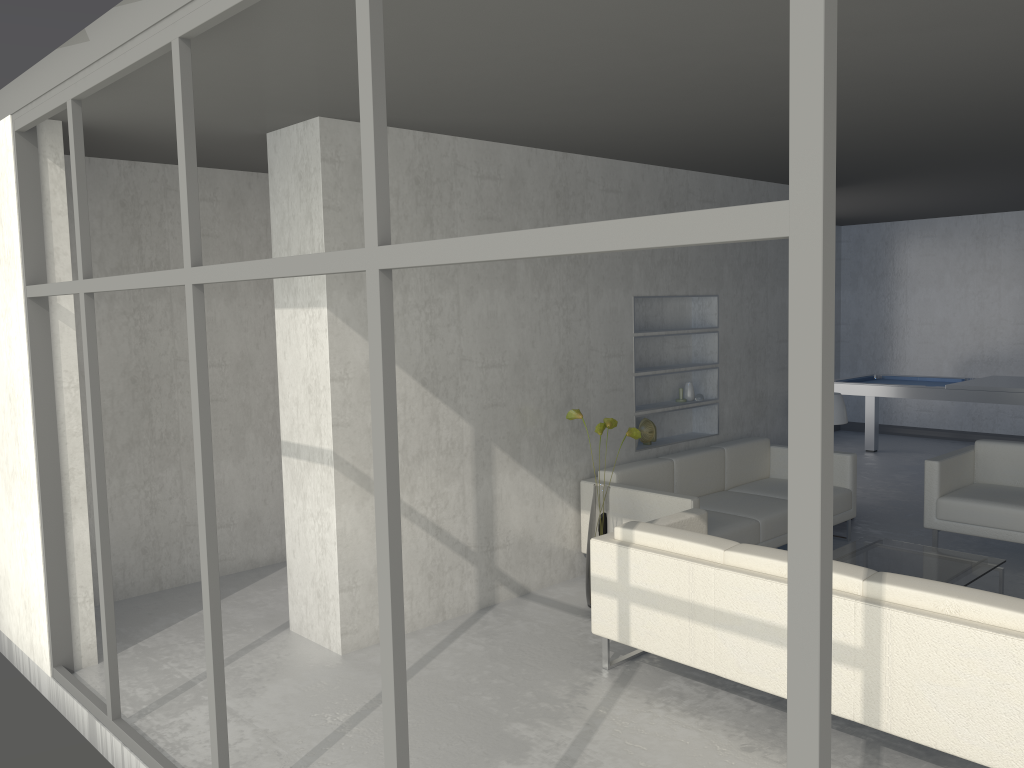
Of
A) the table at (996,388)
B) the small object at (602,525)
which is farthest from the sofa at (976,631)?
the table at (996,388)

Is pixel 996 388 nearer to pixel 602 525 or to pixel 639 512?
pixel 639 512

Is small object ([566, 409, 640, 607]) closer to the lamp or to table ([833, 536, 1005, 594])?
table ([833, 536, 1005, 594])

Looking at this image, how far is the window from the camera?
1.2 meters

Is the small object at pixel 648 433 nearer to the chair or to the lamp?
the lamp

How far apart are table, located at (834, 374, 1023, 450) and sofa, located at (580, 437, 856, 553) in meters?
2.3

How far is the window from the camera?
1.2 meters

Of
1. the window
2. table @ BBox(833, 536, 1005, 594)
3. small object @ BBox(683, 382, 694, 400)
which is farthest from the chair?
the window

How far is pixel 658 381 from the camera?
Answer: 6.1 meters

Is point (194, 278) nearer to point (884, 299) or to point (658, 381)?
point (658, 381)
